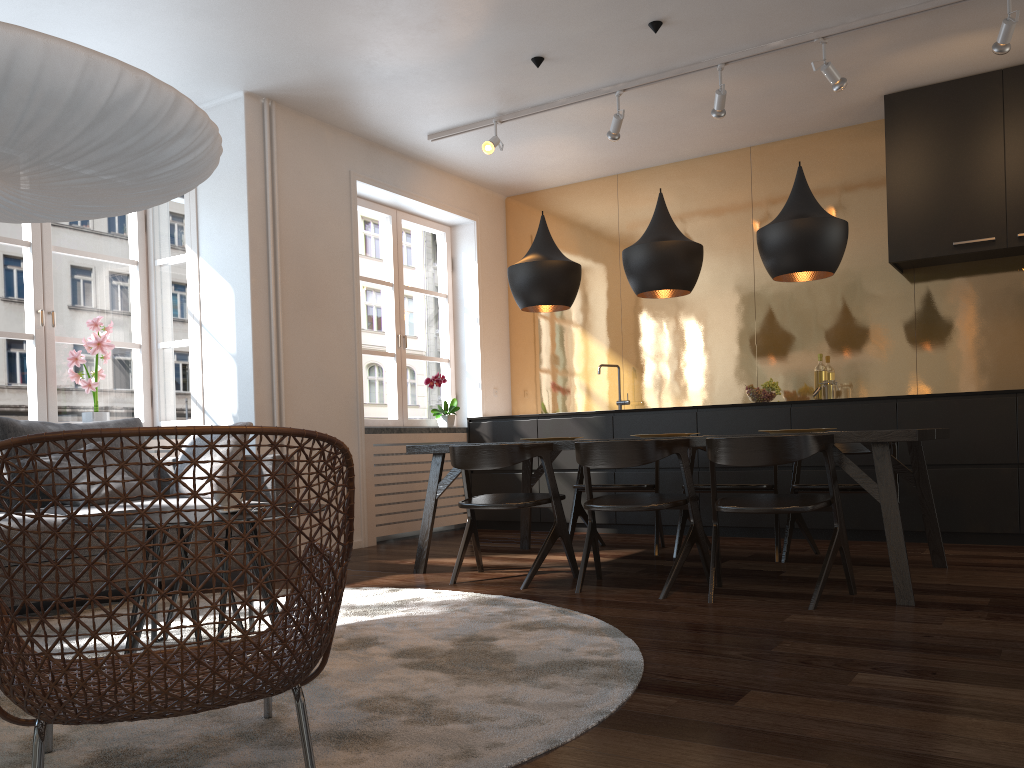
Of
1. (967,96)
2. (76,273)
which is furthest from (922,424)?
(76,273)

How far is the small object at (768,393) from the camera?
5.9m

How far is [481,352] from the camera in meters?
7.3 m

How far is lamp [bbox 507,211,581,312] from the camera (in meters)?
4.76

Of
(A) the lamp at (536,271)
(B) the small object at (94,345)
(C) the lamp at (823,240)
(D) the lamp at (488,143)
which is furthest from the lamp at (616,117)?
(B) the small object at (94,345)

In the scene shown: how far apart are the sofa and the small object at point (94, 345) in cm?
54

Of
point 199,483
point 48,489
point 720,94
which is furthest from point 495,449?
point 720,94

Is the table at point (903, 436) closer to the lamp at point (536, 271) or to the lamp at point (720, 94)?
the lamp at point (536, 271)

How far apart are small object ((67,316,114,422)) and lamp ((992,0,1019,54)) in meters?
5.1 m

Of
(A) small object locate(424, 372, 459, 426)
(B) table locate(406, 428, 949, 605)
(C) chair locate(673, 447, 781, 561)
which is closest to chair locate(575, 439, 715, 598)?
(B) table locate(406, 428, 949, 605)
